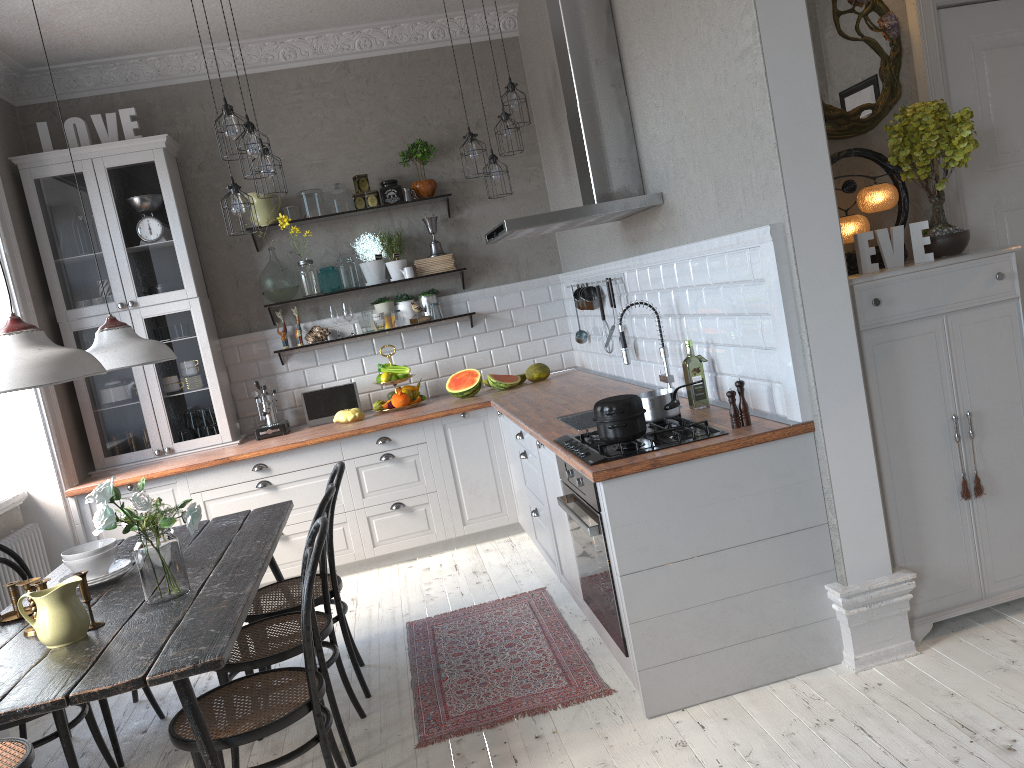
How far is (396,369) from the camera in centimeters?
570cm

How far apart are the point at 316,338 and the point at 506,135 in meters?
1.8 m

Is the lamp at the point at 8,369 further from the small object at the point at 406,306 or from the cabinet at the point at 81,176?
the small object at the point at 406,306

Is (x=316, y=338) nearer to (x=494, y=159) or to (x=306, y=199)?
(x=306, y=199)

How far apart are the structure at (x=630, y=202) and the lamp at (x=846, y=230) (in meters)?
0.91

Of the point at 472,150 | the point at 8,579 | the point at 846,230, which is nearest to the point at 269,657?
the point at 8,579

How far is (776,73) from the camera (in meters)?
2.75

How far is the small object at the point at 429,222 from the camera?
5.9m

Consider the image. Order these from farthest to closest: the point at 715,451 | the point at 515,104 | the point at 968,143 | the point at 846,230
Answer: the point at 515,104
the point at 846,230
the point at 968,143
the point at 715,451

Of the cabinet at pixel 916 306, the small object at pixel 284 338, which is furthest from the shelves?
the cabinet at pixel 916 306
